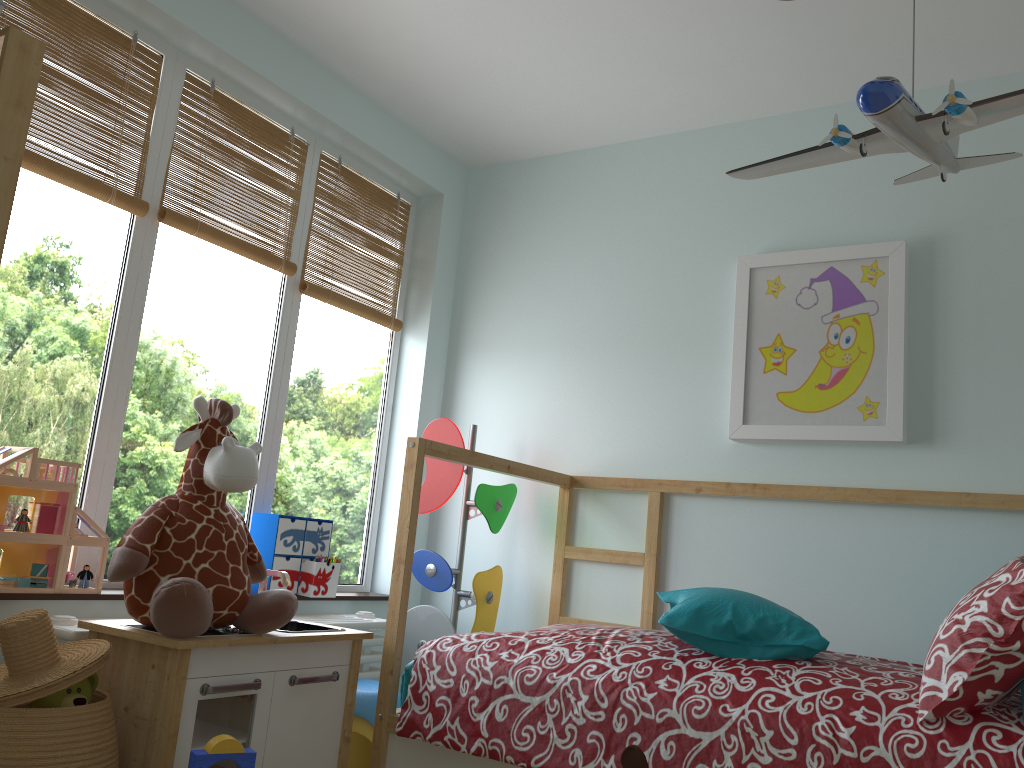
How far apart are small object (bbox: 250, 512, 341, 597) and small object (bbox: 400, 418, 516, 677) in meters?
0.3

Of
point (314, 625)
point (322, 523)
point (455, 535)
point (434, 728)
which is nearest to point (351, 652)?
point (314, 625)

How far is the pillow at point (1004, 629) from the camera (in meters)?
1.63

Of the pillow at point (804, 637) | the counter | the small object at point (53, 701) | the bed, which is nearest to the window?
the counter

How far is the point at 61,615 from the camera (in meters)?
2.01

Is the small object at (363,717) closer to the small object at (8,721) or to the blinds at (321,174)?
the small object at (8,721)

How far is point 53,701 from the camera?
1.65m

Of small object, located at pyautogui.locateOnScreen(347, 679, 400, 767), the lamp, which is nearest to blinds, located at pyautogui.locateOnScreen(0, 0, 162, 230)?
small object, located at pyautogui.locateOnScreen(347, 679, 400, 767)

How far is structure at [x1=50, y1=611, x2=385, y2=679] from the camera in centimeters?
192cm

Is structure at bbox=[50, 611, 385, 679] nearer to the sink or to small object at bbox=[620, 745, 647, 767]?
the sink
